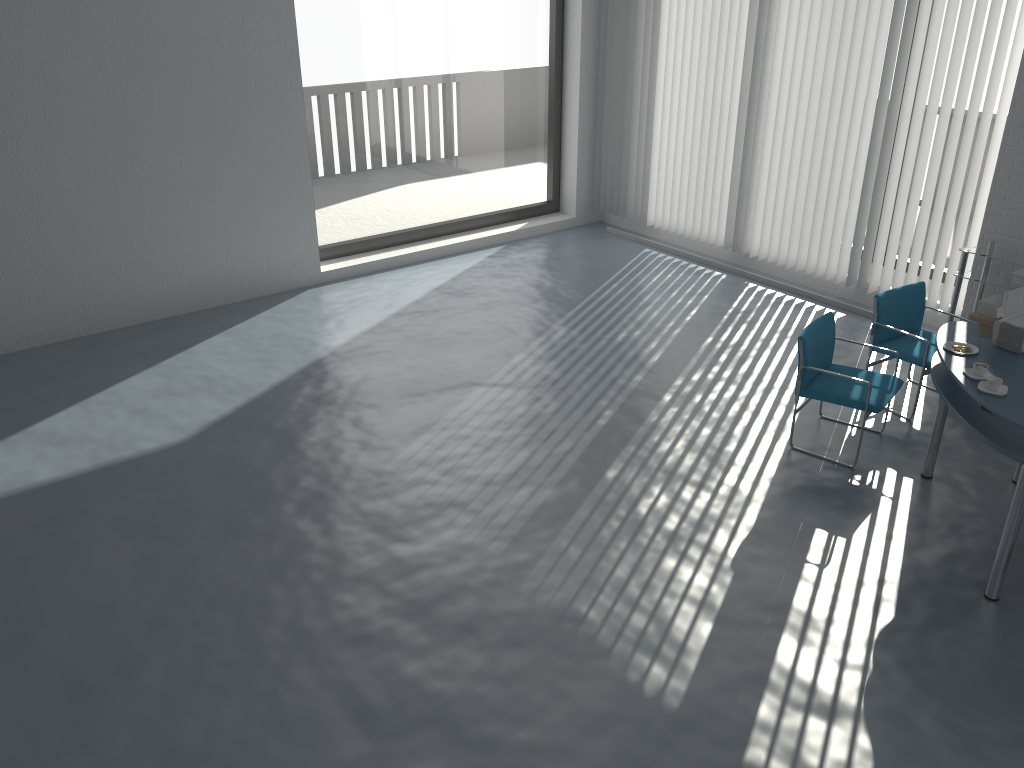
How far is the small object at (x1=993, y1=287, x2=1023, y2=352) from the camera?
4.6 meters

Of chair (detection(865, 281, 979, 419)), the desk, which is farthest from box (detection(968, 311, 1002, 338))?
the desk

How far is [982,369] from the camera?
4.0 meters

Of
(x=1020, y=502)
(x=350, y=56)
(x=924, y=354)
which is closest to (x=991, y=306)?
(x=924, y=354)

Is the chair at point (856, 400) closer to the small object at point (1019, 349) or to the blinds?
the small object at point (1019, 349)

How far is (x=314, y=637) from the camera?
3.83m

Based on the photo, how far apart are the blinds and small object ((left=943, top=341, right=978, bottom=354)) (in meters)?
2.50

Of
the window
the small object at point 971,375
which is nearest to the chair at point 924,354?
the small object at point 971,375

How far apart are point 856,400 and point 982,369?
1.0 meters

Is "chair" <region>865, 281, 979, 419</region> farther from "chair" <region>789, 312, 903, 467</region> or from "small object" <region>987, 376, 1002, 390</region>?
"small object" <region>987, 376, 1002, 390</region>
